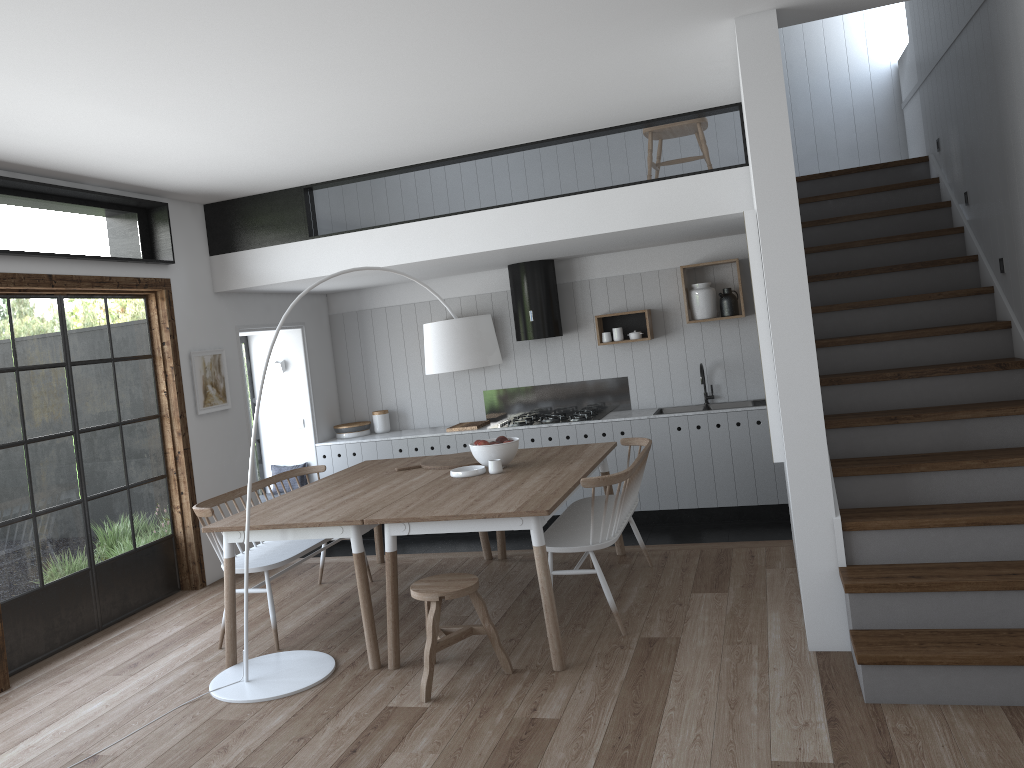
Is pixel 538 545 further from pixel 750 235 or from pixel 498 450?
pixel 750 235

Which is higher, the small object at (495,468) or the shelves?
the shelves

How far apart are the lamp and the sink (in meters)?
2.90

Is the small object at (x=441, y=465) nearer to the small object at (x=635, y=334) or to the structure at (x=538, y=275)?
the structure at (x=538, y=275)

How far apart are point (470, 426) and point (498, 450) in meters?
2.5

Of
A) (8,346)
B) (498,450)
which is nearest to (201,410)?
(8,346)

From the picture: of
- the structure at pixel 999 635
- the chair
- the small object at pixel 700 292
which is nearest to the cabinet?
the small object at pixel 700 292

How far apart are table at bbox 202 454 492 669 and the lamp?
0.0 meters

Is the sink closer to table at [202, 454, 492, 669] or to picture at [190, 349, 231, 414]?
table at [202, 454, 492, 669]

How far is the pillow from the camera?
8.1 meters
